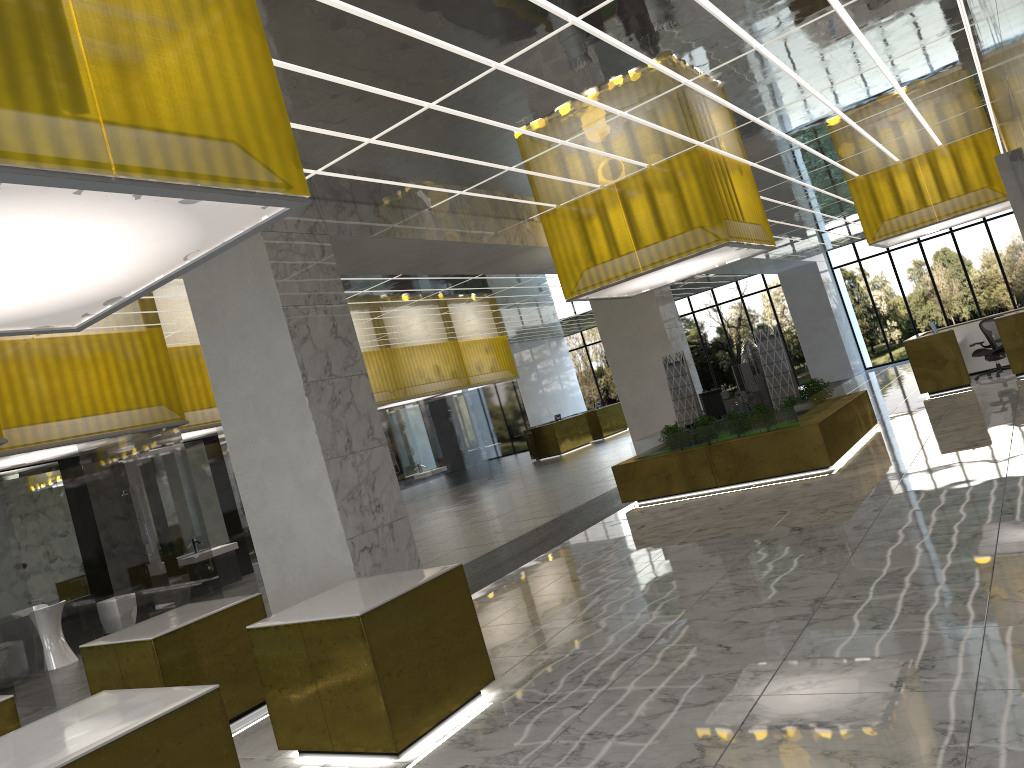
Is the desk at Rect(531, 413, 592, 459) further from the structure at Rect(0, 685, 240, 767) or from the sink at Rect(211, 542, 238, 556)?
the structure at Rect(0, 685, 240, 767)

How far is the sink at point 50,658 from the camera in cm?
1472

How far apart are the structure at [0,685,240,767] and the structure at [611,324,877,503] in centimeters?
1264cm

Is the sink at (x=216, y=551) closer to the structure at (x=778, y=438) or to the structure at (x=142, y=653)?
the structure at (x=778, y=438)

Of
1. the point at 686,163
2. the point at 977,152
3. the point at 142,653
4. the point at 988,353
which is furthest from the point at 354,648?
the point at 988,353

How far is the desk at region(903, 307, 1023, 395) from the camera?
23.1m

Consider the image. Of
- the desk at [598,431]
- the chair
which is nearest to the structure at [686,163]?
the chair

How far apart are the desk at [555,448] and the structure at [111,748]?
34.9m

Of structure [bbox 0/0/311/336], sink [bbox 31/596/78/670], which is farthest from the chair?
structure [bbox 0/0/311/336]

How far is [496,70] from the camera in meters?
9.4 m
